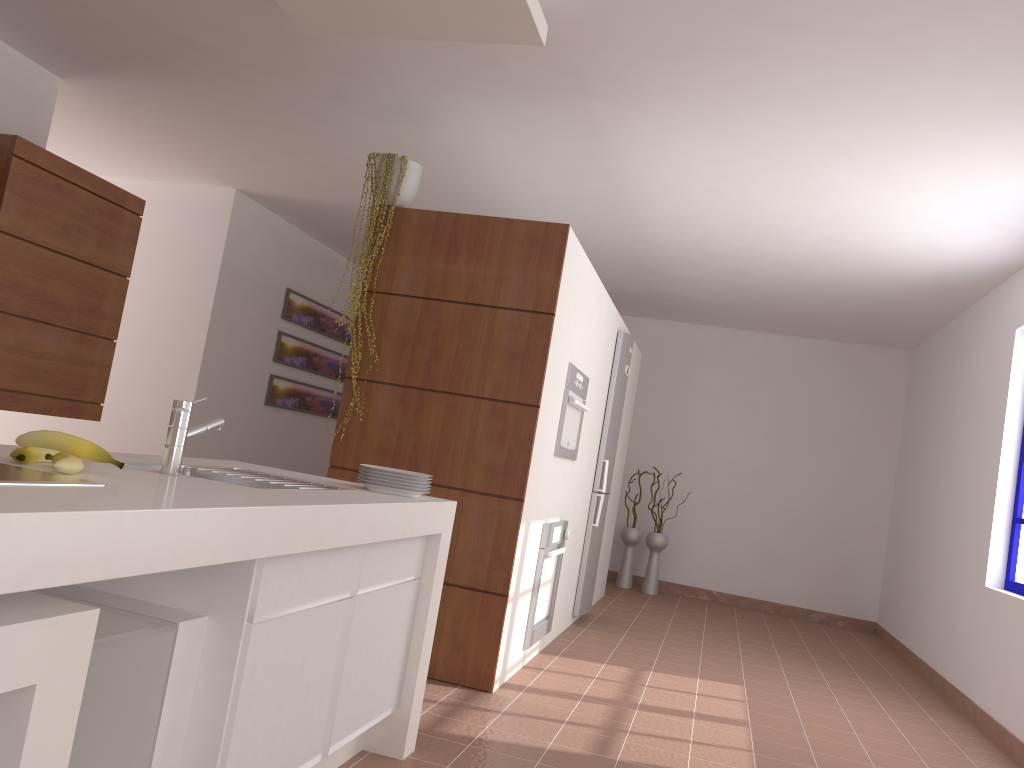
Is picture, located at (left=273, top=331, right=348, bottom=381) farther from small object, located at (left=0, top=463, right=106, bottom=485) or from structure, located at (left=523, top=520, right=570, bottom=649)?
small object, located at (left=0, top=463, right=106, bottom=485)

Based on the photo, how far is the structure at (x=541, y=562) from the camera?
4.2m

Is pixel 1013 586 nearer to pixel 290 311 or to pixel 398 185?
pixel 398 185

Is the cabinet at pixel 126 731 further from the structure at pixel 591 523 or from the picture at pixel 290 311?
the picture at pixel 290 311

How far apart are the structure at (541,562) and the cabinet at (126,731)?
1.53m

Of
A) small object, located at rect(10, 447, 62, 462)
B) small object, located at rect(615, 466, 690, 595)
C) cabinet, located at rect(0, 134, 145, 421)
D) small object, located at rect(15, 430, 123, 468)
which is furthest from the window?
cabinet, located at rect(0, 134, 145, 421)

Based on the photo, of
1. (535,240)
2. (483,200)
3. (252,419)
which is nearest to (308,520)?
(535,240)

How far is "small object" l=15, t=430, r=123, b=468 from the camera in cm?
170

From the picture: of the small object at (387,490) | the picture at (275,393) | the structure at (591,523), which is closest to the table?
the small object at (387,490)

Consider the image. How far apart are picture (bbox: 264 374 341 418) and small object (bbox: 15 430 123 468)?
5.4m
